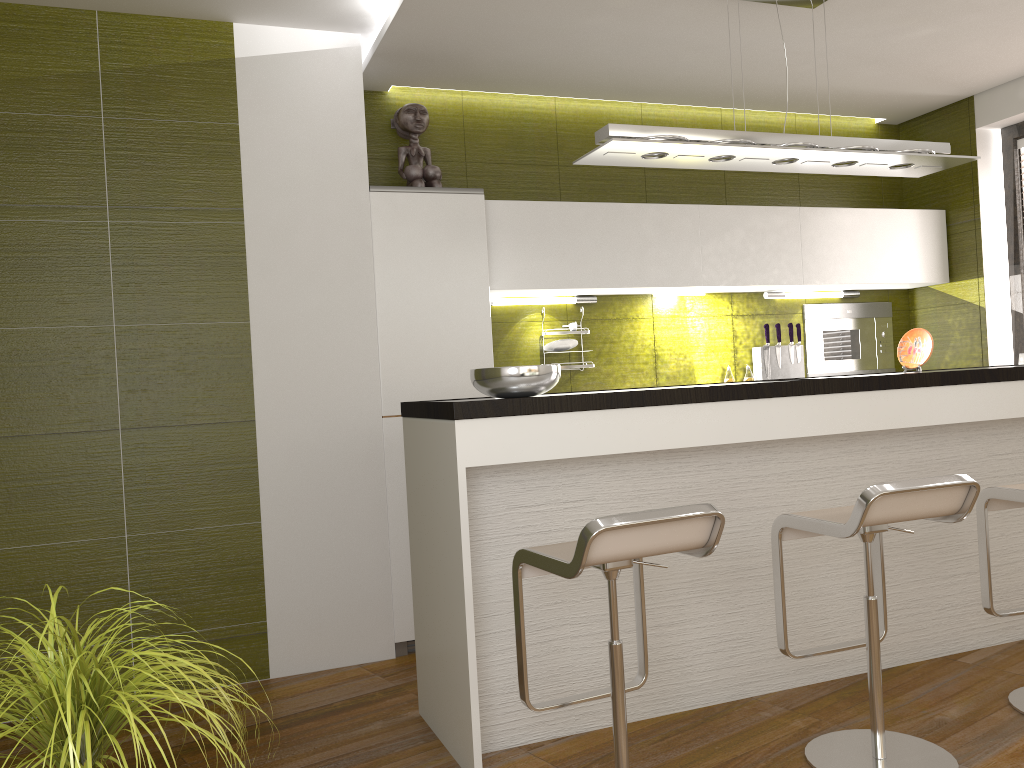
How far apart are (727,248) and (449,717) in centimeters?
292cm

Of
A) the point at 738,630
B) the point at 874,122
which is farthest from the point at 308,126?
the point at 874,122

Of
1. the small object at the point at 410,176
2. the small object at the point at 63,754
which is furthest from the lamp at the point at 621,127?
the small object at the point at 63,754

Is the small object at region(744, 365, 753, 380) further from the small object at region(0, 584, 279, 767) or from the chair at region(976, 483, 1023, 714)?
the small object at region(0, 584, 279, 767)

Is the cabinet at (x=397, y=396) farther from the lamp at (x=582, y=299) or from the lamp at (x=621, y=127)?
the lamp at (x=621, y=127)

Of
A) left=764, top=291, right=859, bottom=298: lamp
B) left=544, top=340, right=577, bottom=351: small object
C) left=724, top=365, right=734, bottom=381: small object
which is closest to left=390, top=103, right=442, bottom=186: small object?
left=544, top=340, right=577, bottom=351: small object

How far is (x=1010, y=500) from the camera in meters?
2.9

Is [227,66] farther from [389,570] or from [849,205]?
[849,205]

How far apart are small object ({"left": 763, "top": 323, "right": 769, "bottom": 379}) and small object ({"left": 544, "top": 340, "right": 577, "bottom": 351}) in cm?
118

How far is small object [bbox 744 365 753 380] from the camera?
4.99m
